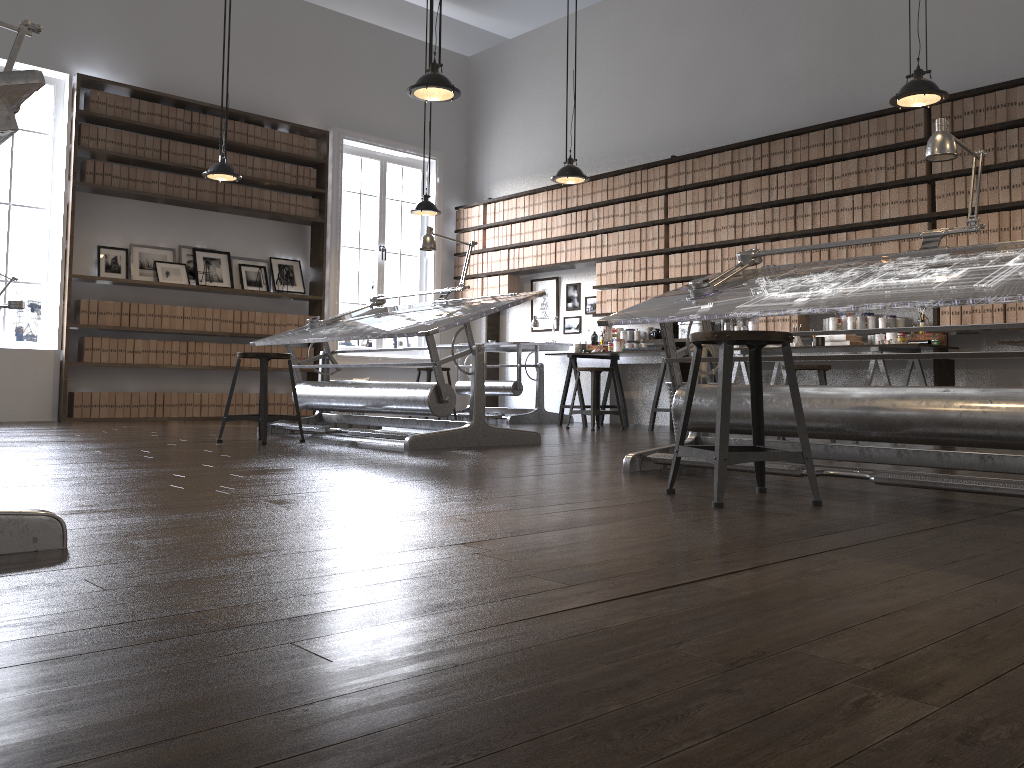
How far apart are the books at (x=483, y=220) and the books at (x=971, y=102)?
5.2m

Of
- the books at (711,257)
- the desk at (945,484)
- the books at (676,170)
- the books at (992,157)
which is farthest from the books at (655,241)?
Result: the desk at (945,484)

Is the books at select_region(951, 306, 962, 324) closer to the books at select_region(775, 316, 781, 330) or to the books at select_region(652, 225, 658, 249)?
the books at select_region(775, 316, 781, 330)

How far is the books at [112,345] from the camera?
7.83m

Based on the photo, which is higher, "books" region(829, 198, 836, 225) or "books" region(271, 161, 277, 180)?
"books" region(271, 161, 277, 180)

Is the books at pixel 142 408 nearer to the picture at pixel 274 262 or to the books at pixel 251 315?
the books at pixel 251 315

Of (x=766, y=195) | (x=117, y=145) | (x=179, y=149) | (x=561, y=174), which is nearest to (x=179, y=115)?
(x=179, y=149)

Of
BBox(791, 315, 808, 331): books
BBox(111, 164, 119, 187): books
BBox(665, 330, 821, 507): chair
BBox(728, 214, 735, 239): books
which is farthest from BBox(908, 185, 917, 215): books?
BBox(111, 164, 119, 187): books

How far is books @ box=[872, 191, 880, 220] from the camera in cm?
652

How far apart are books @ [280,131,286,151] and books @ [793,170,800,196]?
5.0m
